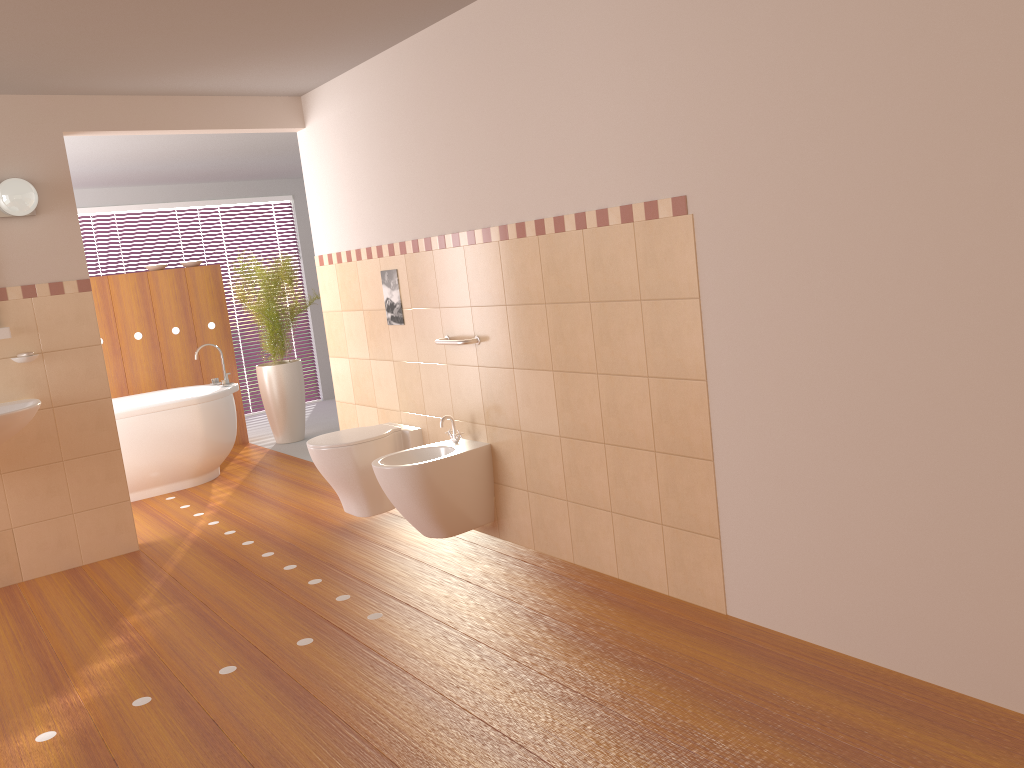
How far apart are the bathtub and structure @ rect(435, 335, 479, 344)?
2.4 meters

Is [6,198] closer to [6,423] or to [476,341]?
[6,423]

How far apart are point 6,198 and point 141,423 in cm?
194

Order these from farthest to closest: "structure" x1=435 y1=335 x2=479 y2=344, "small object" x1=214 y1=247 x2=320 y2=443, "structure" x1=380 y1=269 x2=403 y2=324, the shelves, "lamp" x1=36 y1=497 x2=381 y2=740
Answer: "small object" x1=214 y1=247 x2=320 y2=443 < "structure" x1=380 y1=269 x2=403 y2=324 < the shelves < "structure" x1=435 y1=335 x2=479 y2=344 < "lamp" x1=36 y1=497 x2=381 y2=740

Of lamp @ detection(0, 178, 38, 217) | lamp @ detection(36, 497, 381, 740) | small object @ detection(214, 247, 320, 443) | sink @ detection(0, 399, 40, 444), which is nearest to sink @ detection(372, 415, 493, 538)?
lamp @ detection(36, 497, 381, 740)

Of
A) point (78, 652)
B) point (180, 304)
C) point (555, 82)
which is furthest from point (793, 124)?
point (180, 304)

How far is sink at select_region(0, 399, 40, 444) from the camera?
3.8 meters

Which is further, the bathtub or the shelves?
the bathtub

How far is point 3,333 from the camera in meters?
4.0

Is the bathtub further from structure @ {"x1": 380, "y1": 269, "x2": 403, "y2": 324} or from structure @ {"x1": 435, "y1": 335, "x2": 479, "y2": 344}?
structure @ {"x1": 435, "y1": 335, "x2": 479, "y2": 344}
